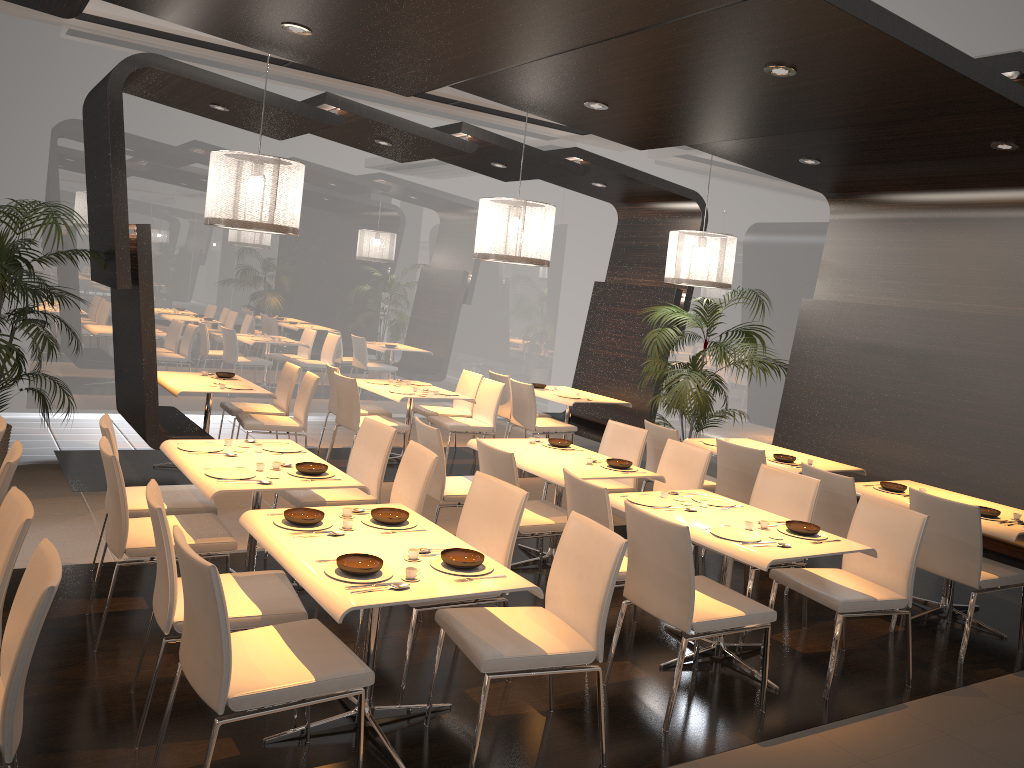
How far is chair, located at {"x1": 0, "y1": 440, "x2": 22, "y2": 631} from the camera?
3.6 meters

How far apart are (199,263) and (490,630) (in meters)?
7.22

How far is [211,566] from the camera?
2.7m

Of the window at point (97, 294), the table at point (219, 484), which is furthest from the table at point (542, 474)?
the window at point (97, 294)

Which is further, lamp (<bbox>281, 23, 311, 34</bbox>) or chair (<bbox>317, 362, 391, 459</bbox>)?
chair (<bbox>317, 362, 391, 459</bbox>)

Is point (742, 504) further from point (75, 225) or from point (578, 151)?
point (75, 225)

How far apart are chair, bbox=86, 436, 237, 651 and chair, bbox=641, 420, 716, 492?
3.45m

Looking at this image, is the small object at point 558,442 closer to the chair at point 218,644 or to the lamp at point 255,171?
the lamp at point 255,171

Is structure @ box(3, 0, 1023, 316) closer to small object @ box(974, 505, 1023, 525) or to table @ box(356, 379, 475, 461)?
small object @ box(974, 505, 1023, 525)

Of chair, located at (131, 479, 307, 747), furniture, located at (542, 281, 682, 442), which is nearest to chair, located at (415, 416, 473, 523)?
chair, located at (131, 479, 307, 747)
